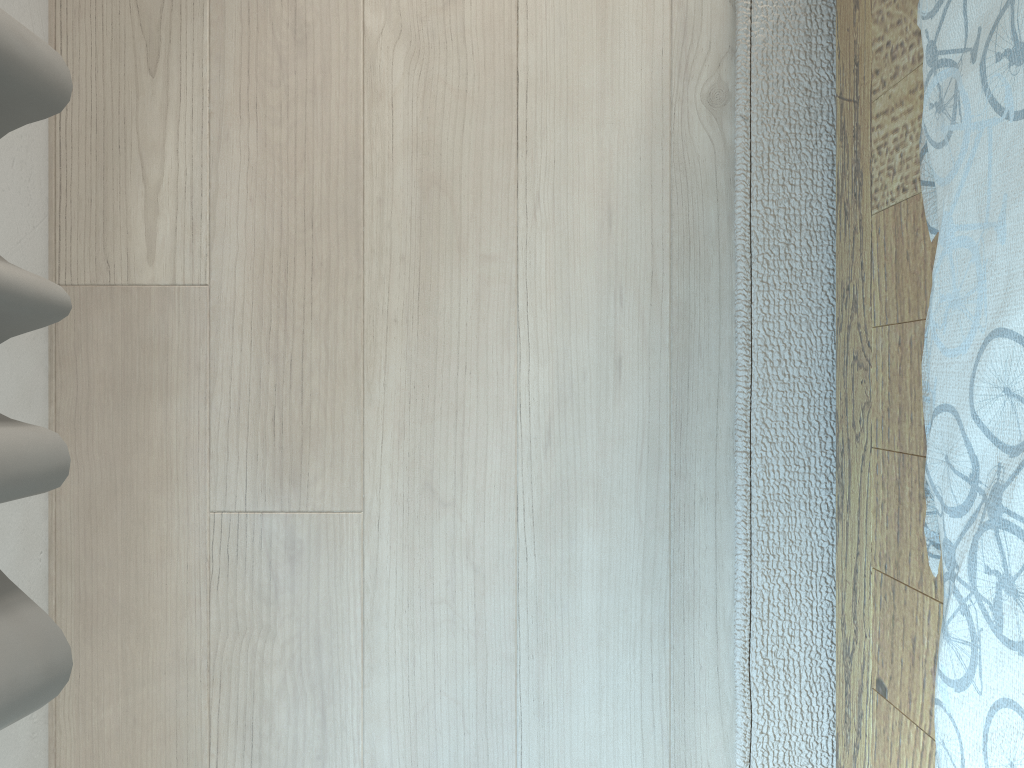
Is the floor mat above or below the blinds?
below

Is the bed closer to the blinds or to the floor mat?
the floor mat

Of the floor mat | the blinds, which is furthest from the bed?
the blinds

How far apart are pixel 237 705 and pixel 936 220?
0.7m

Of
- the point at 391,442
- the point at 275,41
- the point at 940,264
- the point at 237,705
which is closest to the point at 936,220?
the point at 940,264

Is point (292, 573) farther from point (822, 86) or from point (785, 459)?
point (822, 86)

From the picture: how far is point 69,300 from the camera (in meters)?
0.56

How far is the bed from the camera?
0.49m

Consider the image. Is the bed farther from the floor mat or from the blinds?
the blinds

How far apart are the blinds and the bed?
0.5m
